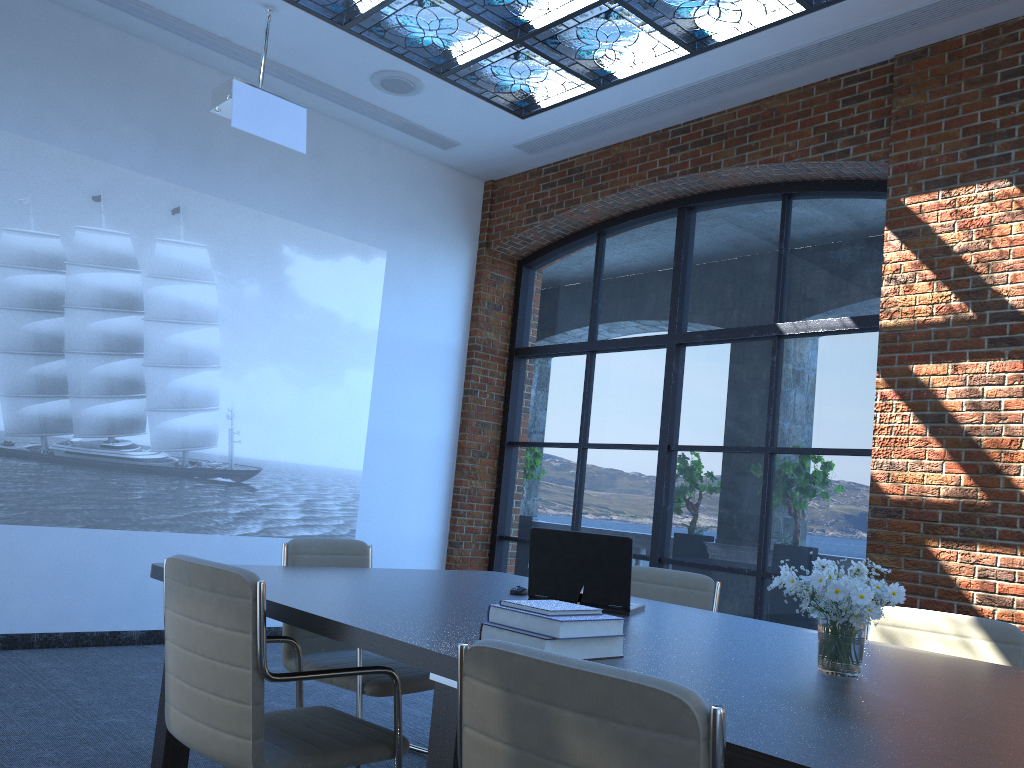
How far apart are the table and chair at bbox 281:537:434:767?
0.3 meters

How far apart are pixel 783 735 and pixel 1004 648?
1.99m

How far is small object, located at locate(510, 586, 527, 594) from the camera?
3.5 meters

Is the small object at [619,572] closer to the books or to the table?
the table

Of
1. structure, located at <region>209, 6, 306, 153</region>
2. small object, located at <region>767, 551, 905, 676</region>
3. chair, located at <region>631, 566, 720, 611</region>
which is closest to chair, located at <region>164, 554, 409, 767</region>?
small object, located at <region>767, 551, 905, 676</region>

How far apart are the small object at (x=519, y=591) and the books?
1.2 meters

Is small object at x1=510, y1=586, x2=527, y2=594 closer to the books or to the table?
the table

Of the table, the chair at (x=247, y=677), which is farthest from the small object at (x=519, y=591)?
the chair at (x=247, y=677)

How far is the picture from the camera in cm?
548

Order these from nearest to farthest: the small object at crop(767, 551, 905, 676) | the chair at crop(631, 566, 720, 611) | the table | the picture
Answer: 1. the table
2. the small object at crop(767, 551, 905, 676)
3. the chair at crop(631, 566, 720, 611)
4. the picture
